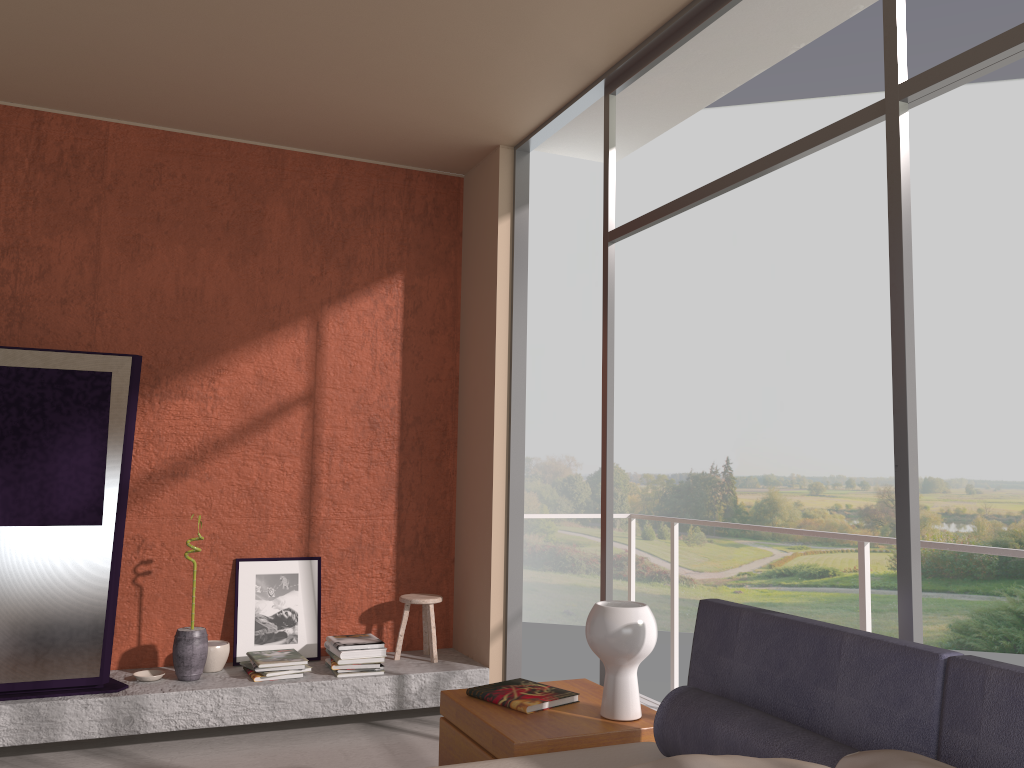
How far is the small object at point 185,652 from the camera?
4.29m

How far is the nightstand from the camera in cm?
251

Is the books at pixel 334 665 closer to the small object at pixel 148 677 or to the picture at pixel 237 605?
the picture at pixel 237 605

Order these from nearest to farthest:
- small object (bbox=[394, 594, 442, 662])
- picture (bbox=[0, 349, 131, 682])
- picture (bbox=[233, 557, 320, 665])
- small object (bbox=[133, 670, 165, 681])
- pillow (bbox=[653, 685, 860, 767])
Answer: pillow (bbox=[653, 685, 860, 767])
picture (bbox=[0, 349, 131, 682])
small object (bbox=[133, 670, 165, 681])
picture (bbox=[233, 557, 320, 665])
small object (bbox=[394, 594, 442, 662])

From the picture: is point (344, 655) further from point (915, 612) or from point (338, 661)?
Result: point (915, 612)

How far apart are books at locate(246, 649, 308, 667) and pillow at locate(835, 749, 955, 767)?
3.21m

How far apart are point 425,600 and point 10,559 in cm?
202

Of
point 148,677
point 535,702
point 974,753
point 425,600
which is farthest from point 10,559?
point 974,753

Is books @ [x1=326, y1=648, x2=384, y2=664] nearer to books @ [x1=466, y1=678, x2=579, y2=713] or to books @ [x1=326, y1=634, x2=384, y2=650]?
books @ [x1=326, y1=634, x2=384, y2=650]

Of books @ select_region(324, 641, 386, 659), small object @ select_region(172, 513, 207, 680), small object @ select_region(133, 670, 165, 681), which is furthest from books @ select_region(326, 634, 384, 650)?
small object @ select_region(133, 670, 165, 681)
